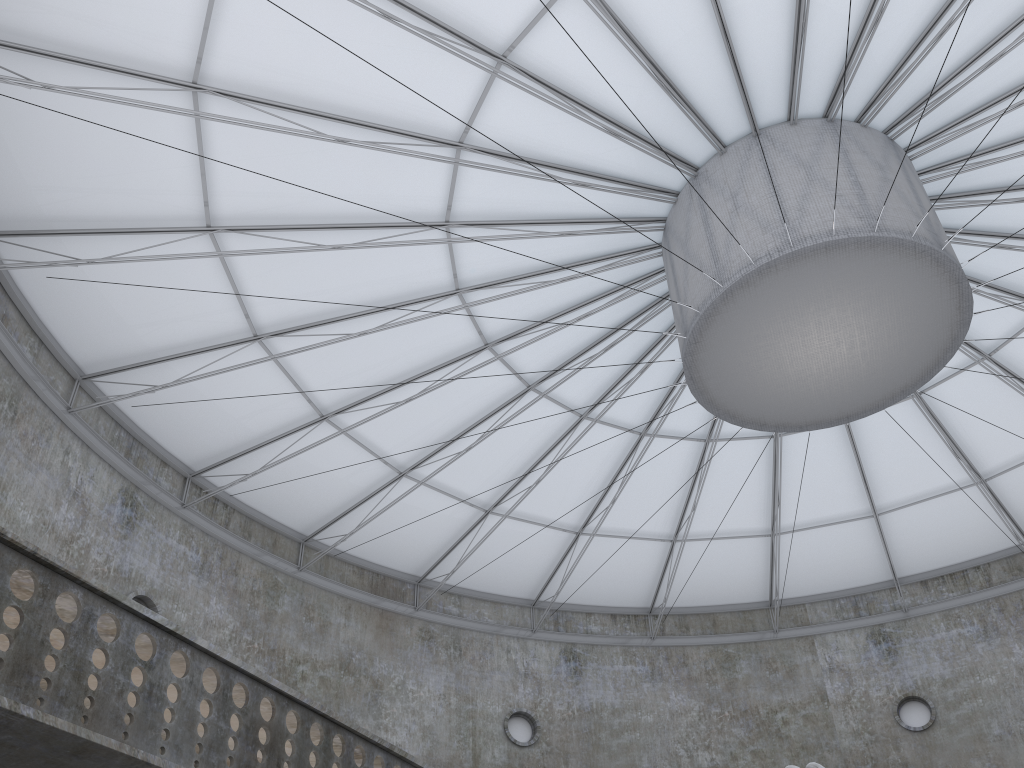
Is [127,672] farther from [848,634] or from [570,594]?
[848,634]
